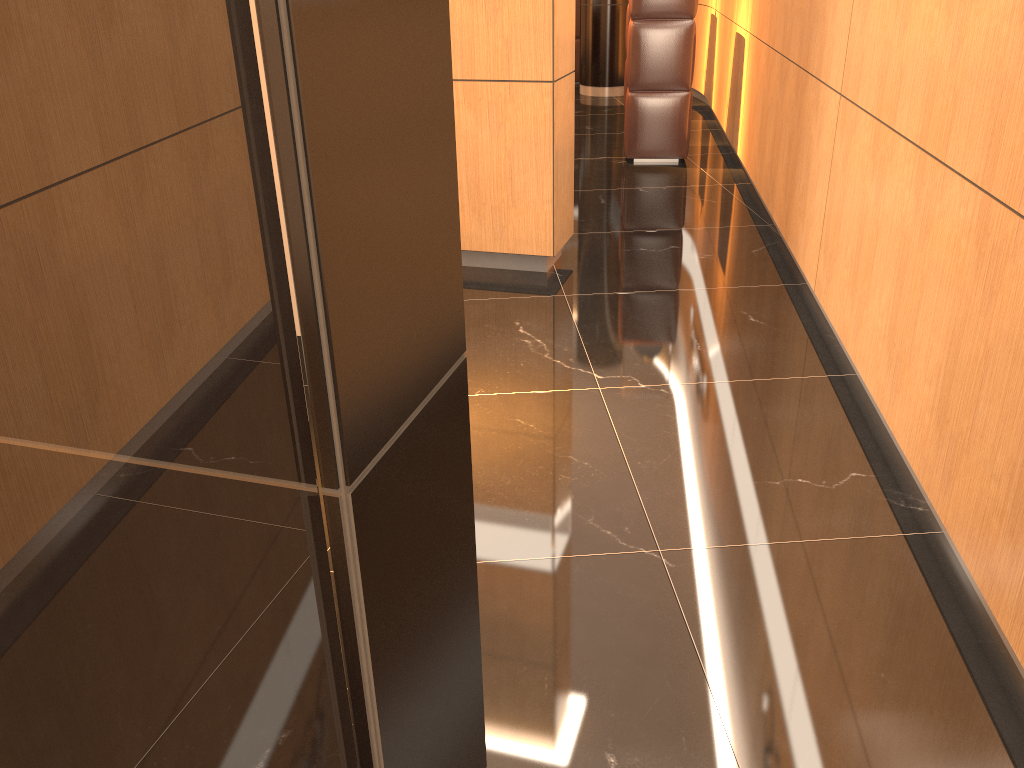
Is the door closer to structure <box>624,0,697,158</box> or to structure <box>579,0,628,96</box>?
structure <box>624,0,697,158</box>

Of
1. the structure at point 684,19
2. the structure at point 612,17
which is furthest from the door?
the structure at point 612,17

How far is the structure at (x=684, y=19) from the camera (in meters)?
6.27

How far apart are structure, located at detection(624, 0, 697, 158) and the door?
6.04m

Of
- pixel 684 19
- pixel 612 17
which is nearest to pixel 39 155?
pixel 684 19

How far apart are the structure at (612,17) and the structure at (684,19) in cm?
338

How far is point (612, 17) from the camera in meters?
9.4 m

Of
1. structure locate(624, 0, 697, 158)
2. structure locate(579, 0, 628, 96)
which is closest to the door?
structure locate(624, 0, 697, 158)

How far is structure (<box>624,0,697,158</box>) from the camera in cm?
627

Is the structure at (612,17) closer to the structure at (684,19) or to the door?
the structure at (684,19)
